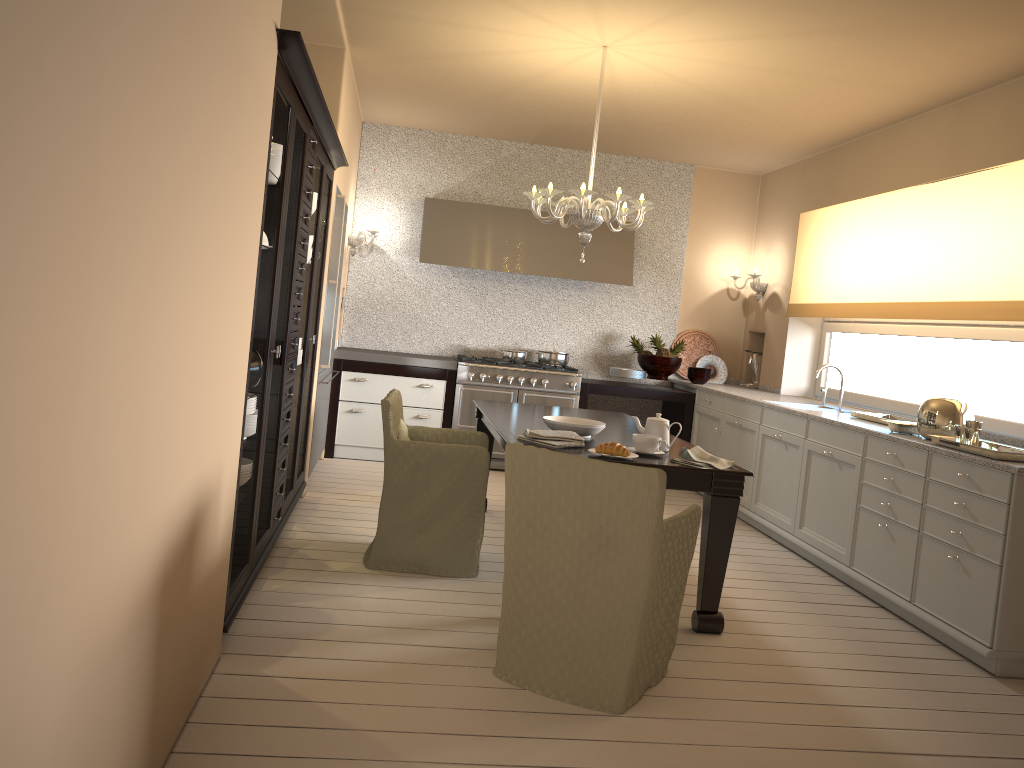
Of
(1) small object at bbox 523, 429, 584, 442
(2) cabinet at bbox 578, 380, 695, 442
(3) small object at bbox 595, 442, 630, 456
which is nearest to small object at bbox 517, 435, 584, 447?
(1) small object at bbox 523, 429, 584, 442

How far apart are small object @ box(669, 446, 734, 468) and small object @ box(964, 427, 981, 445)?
1.1 meters

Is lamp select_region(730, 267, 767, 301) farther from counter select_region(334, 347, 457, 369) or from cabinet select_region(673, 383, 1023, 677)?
counter select_region(334, 347, 457, 369)

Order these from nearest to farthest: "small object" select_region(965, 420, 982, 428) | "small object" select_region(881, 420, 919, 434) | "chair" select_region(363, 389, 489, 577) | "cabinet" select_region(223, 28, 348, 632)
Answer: "cabinet" select_region(223, 28, 348, 632) < "small object" select_region(965, 420, 982, 428) < "chair" select_region(363, 389, 489, 577) < "small object" select_region(881, 420, 919, 434)

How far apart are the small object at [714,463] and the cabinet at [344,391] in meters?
3.2 m

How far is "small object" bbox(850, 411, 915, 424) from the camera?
4.7 meters

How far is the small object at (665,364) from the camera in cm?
686

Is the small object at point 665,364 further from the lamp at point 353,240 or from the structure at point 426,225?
the lamp at point 353,240

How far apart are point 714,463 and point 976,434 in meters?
1.2

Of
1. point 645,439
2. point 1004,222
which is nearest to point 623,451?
point 645,439
